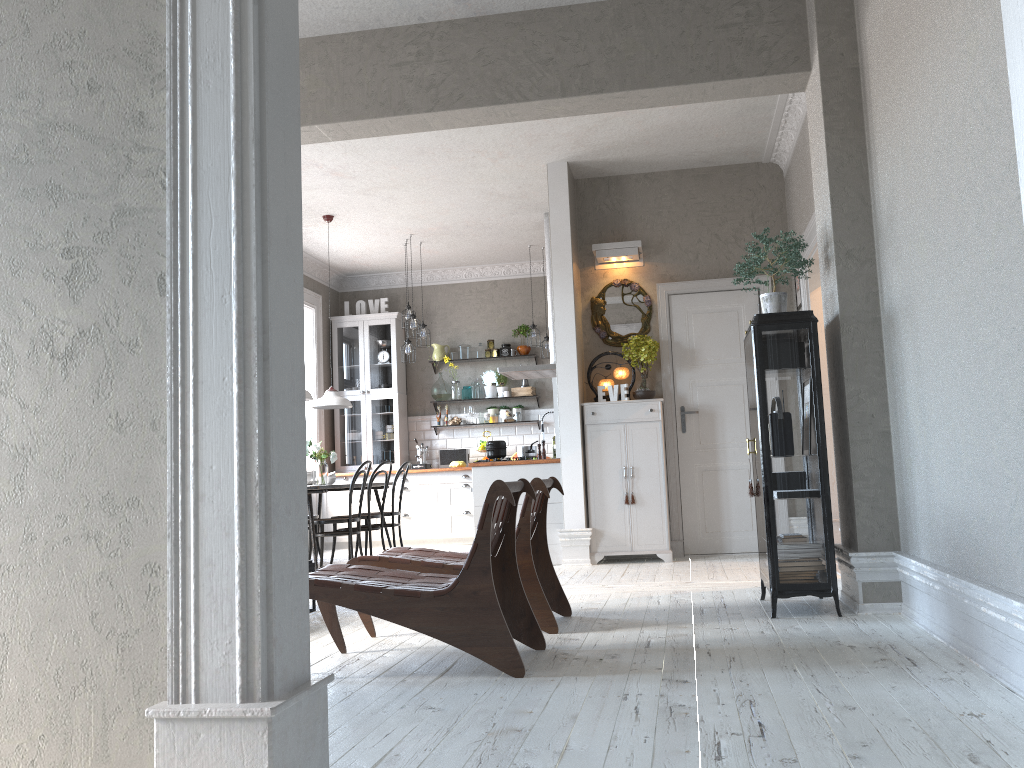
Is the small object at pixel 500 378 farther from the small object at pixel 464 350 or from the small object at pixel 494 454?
the small object at pixel 494 454

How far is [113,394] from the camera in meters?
1.9

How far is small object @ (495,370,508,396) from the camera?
10.60m

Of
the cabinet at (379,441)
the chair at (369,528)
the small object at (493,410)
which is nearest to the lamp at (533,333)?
the small object at (493,410)

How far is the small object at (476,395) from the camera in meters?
10.6

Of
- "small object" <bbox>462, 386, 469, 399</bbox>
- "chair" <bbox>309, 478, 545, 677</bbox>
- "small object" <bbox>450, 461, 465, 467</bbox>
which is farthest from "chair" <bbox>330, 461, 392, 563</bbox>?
"chair" <bbox>309, 478, 545, 677</bbox>

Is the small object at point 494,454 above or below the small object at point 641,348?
below

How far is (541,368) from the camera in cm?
836

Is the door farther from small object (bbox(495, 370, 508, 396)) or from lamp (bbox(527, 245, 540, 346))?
small object (bbox(495, 370, 508, 396))

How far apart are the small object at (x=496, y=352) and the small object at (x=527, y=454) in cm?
314
